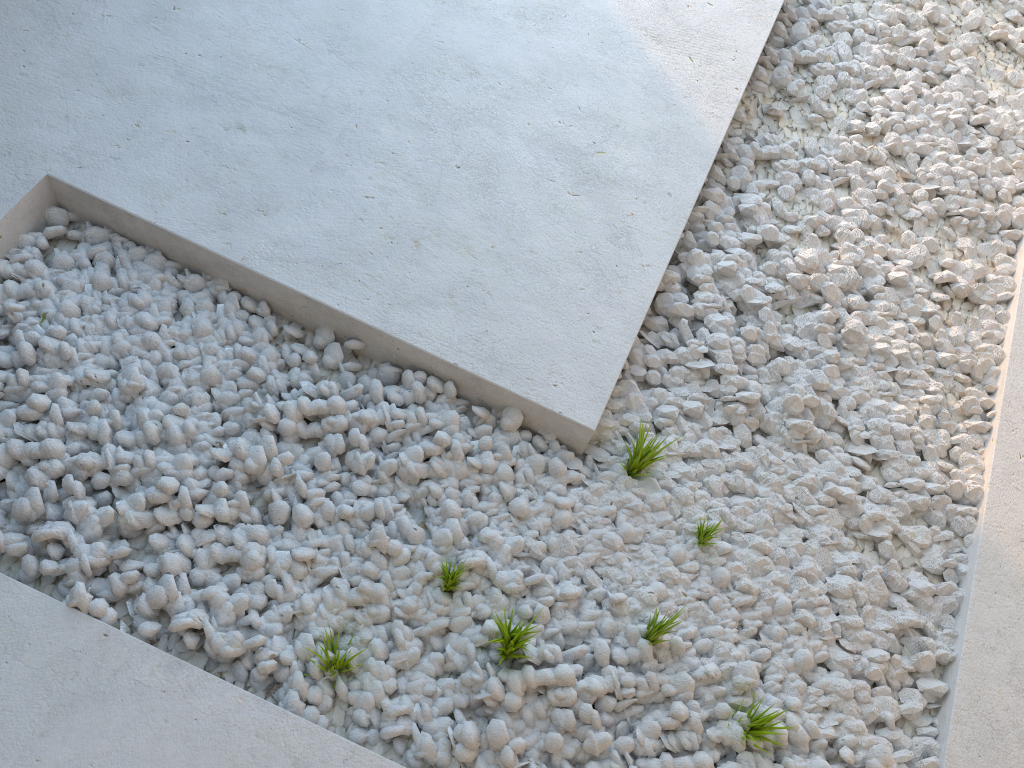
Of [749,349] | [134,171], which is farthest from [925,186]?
[134,171]

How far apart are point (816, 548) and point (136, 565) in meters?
1.3 m
